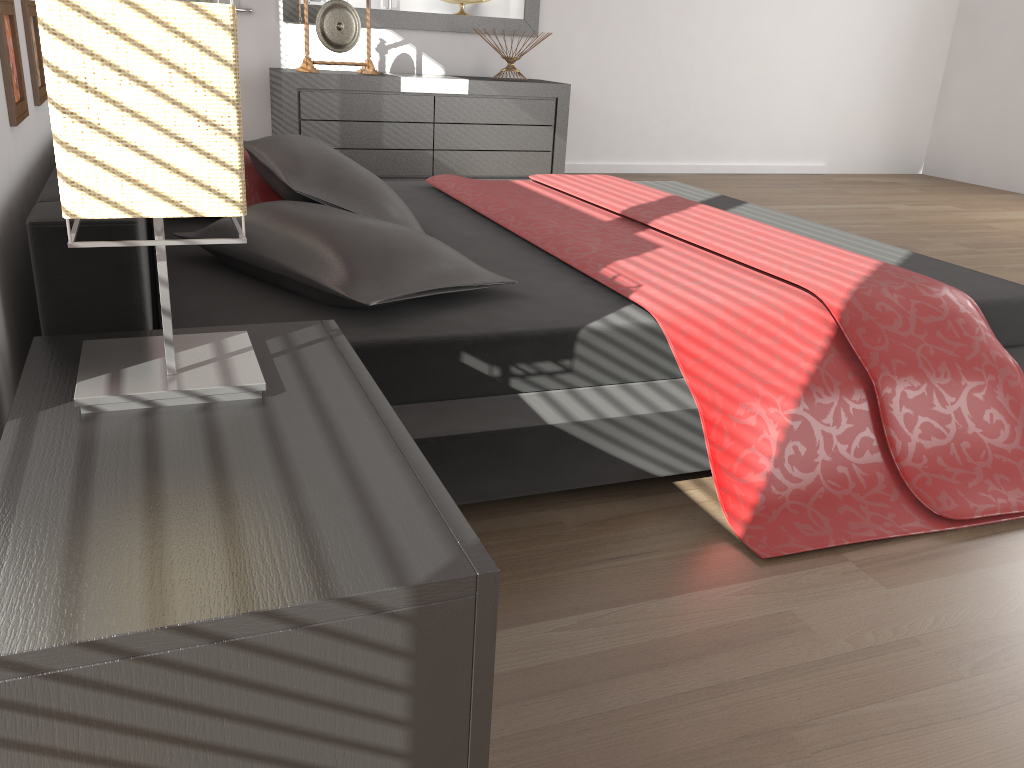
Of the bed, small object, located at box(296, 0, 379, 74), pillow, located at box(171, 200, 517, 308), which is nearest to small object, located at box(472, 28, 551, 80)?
small object, located at box(296, 0, 379, 74)

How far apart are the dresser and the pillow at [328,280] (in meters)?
3.00

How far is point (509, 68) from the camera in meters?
5.4 m

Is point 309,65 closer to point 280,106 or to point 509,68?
point 280,106

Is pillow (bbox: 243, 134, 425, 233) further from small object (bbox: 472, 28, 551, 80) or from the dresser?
small object (bbox: 472, 28, 551, 80)

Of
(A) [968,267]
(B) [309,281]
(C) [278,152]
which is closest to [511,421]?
(B) [309,281]

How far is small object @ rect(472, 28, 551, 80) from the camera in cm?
536

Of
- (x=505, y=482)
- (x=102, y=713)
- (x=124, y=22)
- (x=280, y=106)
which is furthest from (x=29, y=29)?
(x=280, y=106)

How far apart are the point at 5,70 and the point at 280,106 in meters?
3.6

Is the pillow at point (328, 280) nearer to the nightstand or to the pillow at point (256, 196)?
the nightstand
